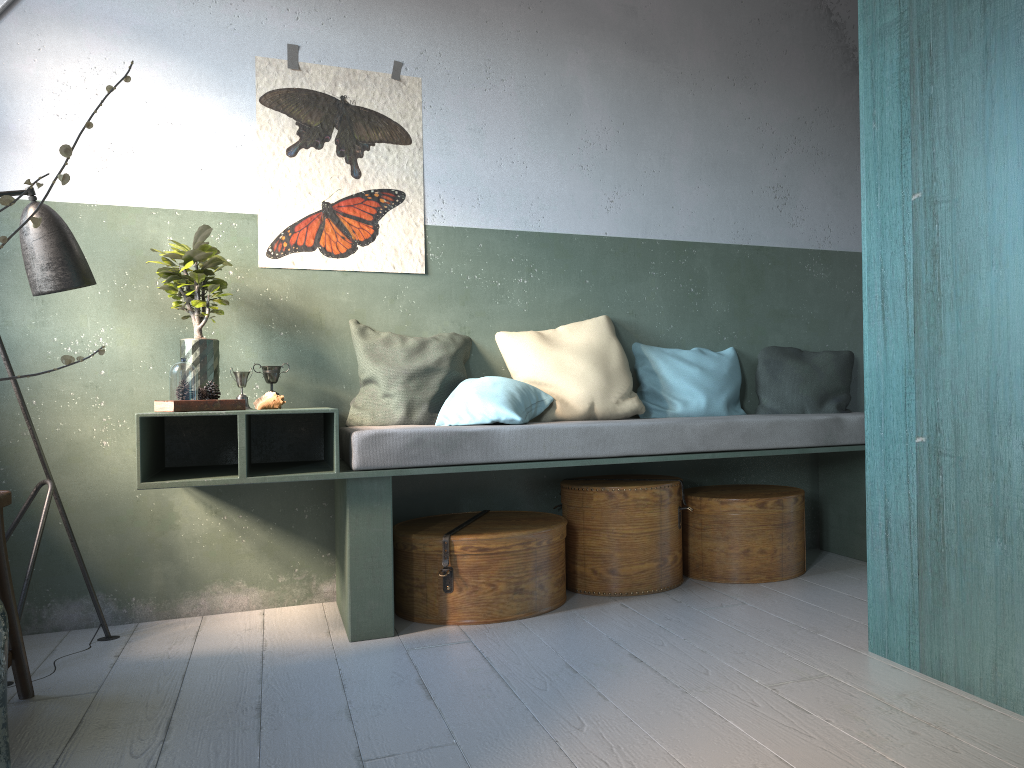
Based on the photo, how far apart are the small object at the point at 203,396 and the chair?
0.8 meters

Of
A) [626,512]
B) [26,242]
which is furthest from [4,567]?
[626,512]

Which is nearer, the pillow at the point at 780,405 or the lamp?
the lamp

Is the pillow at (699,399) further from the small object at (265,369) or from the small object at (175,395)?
the small object at (175,395)

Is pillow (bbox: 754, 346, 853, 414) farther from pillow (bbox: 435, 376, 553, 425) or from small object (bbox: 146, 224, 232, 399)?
small object (bbox: 146, 224, 232, 399)

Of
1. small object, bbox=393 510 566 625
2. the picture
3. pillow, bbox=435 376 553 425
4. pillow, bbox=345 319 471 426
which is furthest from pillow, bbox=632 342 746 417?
the picture

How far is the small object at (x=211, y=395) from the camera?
3.7m

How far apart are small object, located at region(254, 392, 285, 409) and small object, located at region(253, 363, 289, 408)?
0.3m

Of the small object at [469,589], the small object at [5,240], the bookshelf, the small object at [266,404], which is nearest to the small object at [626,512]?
the small object at [469,589]

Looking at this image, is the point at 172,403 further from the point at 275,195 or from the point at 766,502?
the point at 766,502
